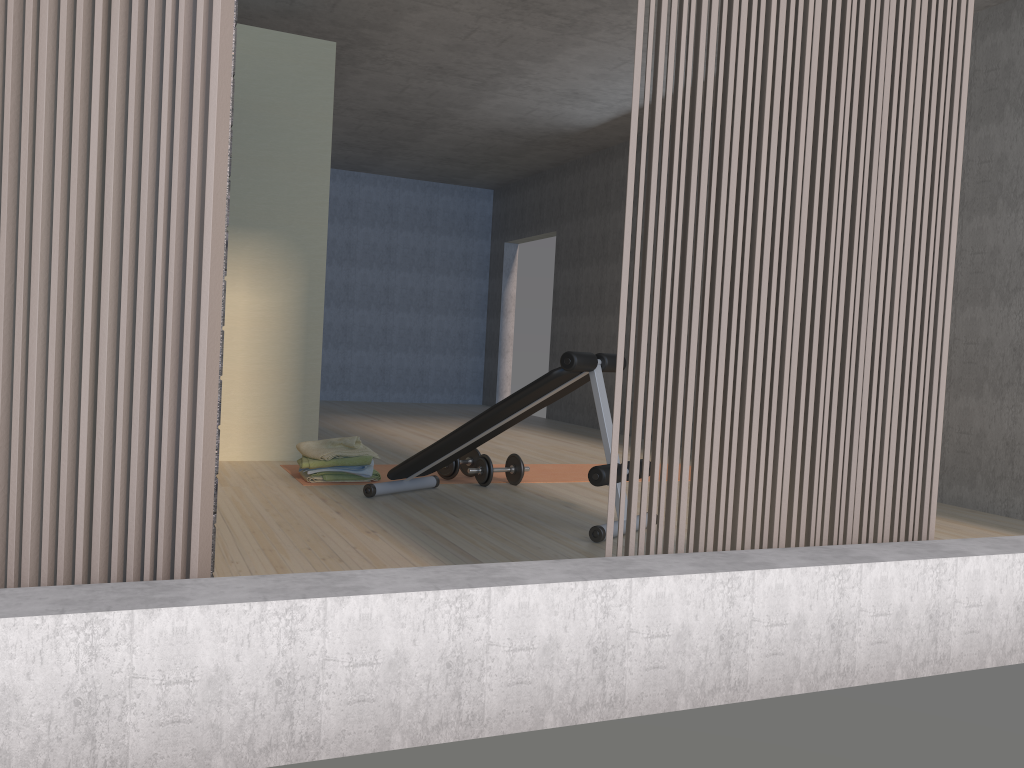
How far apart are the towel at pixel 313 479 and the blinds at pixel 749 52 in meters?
2.7 m

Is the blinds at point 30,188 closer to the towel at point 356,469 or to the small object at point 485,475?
the towel at point 356,469

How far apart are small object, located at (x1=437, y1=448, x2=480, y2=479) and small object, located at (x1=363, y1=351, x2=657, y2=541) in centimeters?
25cm

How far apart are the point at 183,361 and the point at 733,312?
1.3m

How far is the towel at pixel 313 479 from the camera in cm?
455

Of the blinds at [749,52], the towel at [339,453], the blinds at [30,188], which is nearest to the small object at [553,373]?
the towel at [339,453]

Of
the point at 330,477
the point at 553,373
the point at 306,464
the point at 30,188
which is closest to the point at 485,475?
the point at 330,477

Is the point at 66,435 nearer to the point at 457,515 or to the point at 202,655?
the point at 202,655

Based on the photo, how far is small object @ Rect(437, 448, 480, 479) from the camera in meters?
4.8 m

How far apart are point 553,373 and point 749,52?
1.72m
